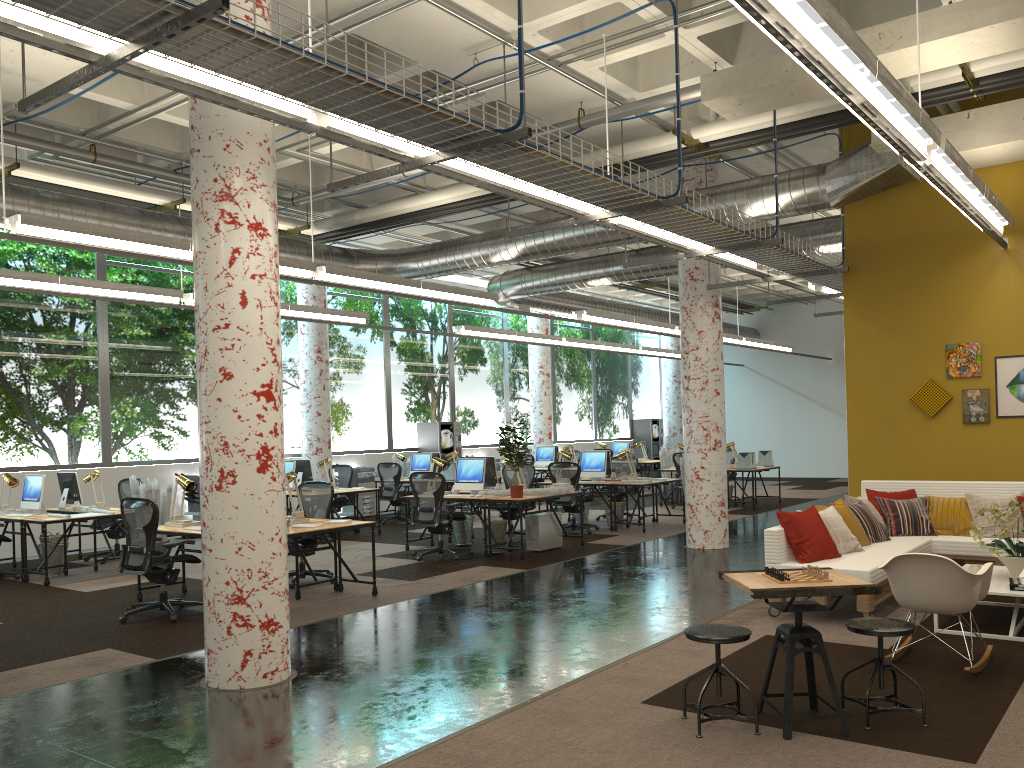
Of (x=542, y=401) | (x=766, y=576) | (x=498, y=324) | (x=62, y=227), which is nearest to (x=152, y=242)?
(x=62, y=227)

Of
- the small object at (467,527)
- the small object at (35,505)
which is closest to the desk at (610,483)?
the small object at (467,527)

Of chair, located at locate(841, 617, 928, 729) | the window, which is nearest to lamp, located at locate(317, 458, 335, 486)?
the window

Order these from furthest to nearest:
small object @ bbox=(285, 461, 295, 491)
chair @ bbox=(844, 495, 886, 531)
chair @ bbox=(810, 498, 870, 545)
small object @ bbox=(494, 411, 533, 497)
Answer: small object @ bbox=(285, 461, 295, 491)
small object @ bbox=(494, 411, 533, 497)
chair @ bbox=(844, 495, 886, 531)
chair @ bbox=(810, 498, 870, 545)

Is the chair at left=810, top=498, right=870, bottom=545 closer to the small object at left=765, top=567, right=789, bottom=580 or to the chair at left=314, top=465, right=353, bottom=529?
the small object at left=765, top=567, right=789, bottom=580

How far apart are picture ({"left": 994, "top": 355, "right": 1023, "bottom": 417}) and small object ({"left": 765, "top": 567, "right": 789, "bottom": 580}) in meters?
5.8 m

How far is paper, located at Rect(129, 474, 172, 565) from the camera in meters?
10.3 m

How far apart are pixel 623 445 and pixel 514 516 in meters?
9.9 m

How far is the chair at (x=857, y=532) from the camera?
A: 7.7m

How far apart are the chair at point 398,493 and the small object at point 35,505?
5.88m
